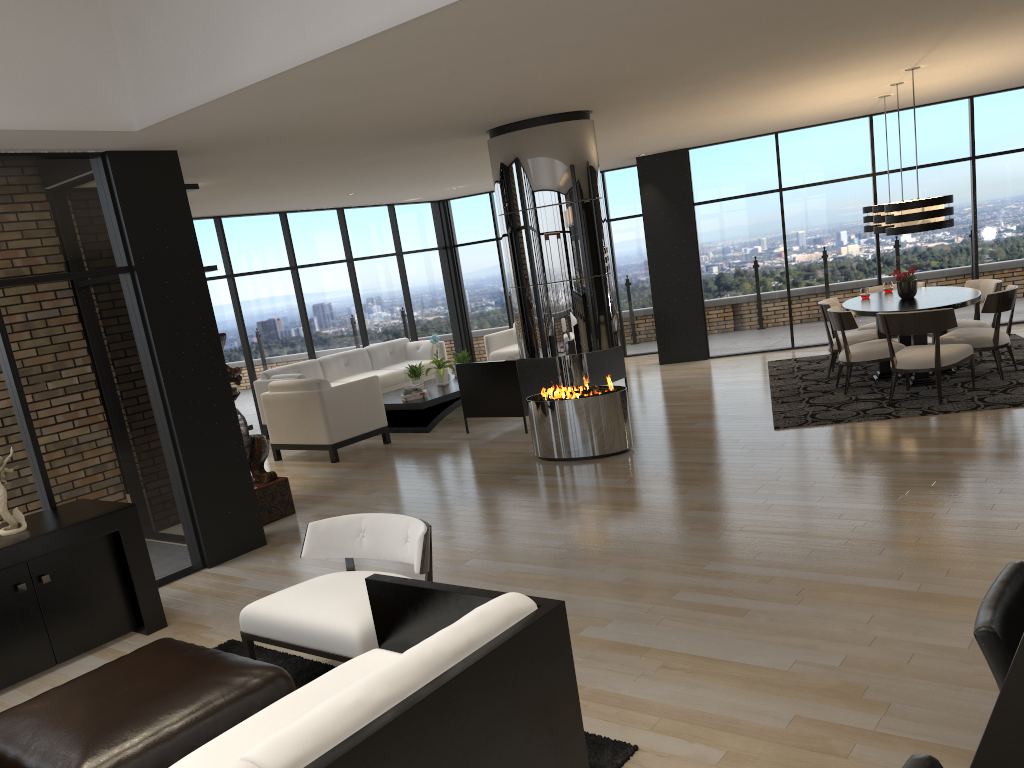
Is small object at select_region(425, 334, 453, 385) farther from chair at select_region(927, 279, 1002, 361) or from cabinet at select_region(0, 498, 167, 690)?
cabinet at select_region(0, 498, 167, 690)

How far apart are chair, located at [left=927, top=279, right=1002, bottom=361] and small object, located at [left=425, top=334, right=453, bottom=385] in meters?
5.6 m

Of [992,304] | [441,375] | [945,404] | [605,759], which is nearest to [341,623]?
[605,759]

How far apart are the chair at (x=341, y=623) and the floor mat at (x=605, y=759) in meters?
0.2

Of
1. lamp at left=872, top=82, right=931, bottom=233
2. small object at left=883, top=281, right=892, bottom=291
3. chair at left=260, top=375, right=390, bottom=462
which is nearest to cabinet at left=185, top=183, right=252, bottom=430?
chair at left=260, top=375, right=390, bottom=462

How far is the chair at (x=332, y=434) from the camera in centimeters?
887cm

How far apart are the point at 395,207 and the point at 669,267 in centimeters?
421cm

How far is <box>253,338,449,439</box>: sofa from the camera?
11.19m

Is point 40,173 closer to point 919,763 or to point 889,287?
point 919,763

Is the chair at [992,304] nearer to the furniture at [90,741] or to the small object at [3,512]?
the furniture at [90,741]
